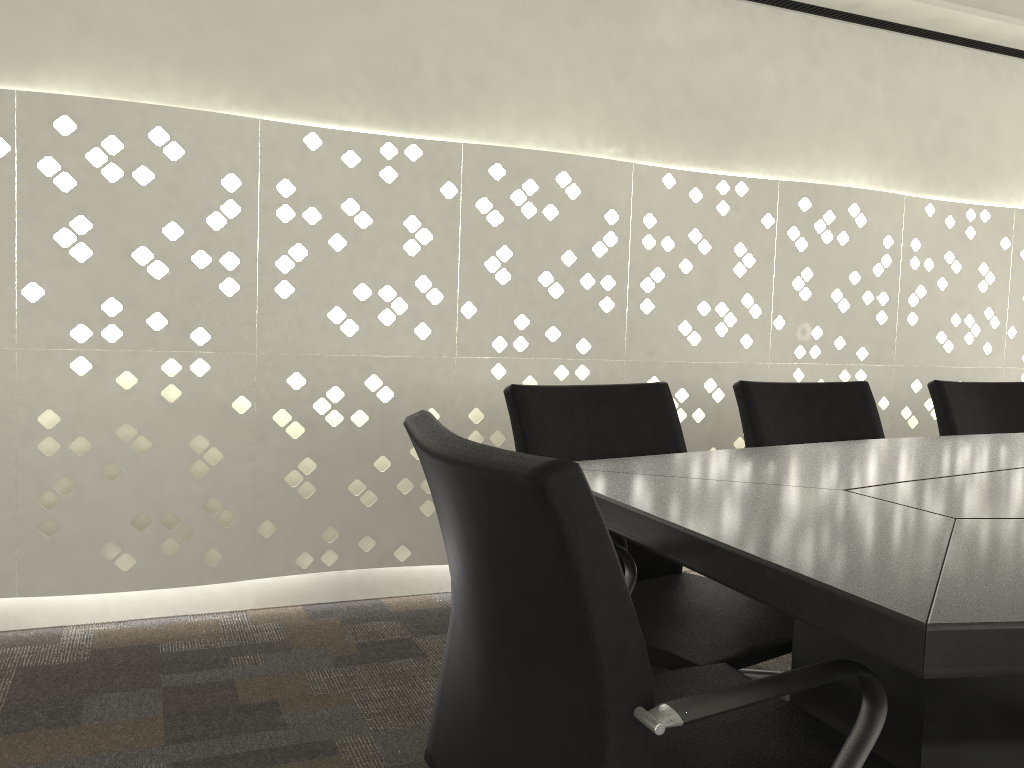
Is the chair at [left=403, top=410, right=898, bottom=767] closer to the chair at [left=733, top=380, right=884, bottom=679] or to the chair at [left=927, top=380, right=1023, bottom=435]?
the chair at [left=733, top=380, right=884, bottom=679]

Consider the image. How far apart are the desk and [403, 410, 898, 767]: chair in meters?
0.0 m

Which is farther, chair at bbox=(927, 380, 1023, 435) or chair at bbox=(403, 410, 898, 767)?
chair at bbox=(927, 380, 1023, 435)

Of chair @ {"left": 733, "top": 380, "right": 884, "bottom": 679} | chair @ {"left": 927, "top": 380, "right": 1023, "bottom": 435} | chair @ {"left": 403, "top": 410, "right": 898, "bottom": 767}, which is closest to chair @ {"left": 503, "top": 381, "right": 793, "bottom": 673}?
chair @ {"left": 403, "top": 410, "right": 898, "bottom": 767}

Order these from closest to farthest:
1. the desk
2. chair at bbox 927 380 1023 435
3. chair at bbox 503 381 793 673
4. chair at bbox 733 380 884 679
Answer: the desk < chair at bbox 503 381 793 673 < chair at bbox 733 380 884 679 < chair at bbox 927 380 1023 435

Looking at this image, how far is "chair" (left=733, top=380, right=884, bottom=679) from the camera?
2.0 meters

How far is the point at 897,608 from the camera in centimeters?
68cm

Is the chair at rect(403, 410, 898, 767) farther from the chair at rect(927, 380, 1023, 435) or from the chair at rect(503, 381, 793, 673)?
the chair at rect(927, 380, 1023, 435)

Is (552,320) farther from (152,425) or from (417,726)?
(417,726)

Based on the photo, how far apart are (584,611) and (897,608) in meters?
0.2
